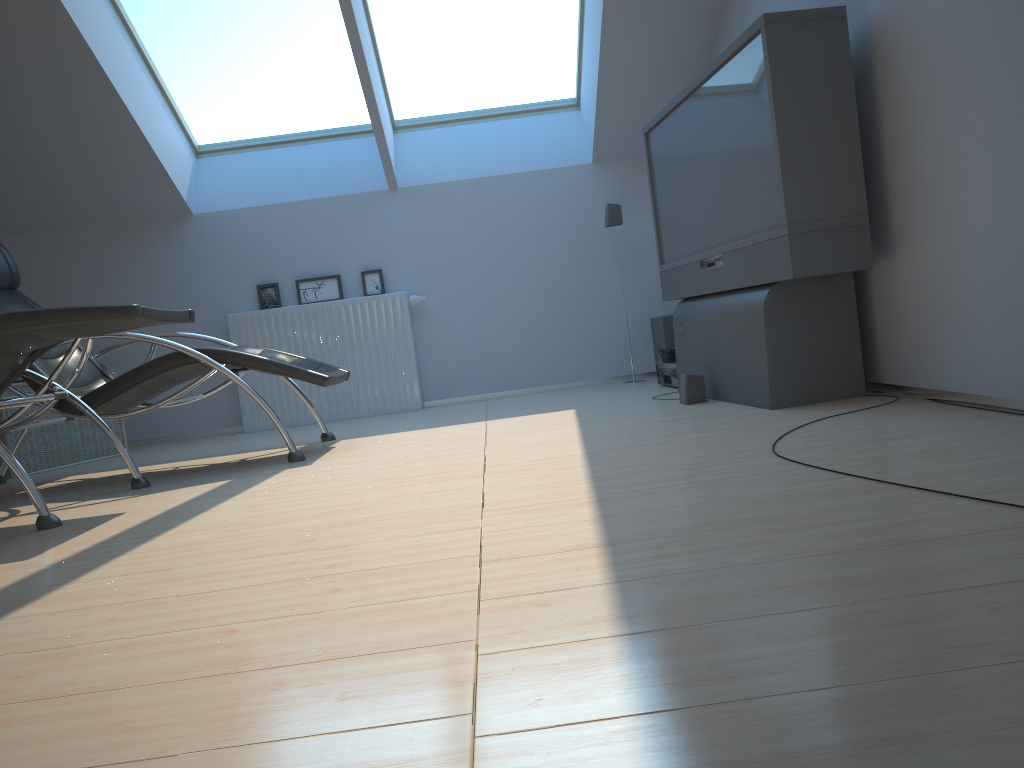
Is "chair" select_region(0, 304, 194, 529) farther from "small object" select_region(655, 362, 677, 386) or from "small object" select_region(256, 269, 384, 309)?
"small object" select_region(655, 362, 677, 386)

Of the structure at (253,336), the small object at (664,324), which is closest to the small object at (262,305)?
the structure at (253,336)

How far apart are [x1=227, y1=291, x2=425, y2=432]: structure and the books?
1.7 meters

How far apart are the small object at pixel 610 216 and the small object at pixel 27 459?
3.3 meters

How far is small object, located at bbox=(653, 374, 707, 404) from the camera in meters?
4.1 m

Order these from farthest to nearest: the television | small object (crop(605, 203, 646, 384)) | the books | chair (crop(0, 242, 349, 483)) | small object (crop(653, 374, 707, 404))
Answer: small object (crop(605, 203, 646, 384)), the books, small object (crop(653, 374, 707, 404)), chair (crop(0, 242, 349, 483)), the television

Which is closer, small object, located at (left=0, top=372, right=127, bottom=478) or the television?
the television

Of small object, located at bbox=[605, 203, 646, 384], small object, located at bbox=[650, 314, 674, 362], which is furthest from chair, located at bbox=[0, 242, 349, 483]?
small object, located at bbox=[605, 203, 646, 384]

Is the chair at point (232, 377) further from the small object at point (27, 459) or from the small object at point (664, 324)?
the small object at point (664, 324)

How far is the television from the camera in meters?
3.2
